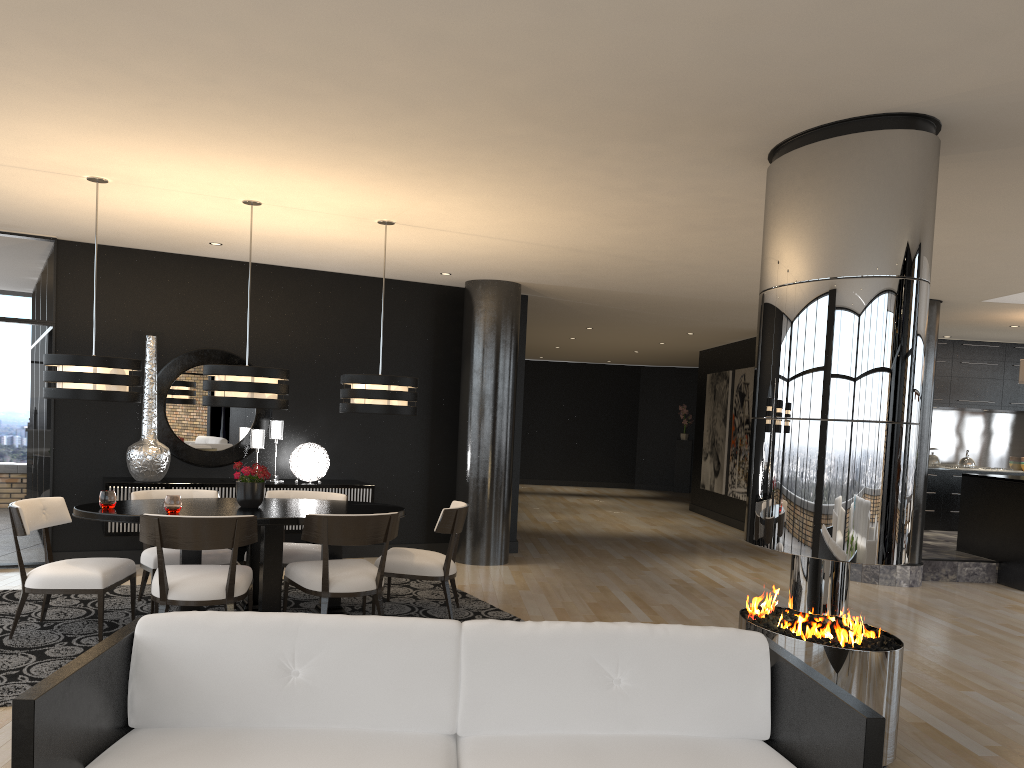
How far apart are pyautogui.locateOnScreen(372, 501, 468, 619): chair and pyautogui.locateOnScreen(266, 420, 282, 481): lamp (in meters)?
2.13

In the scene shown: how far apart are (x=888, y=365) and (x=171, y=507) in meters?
4.0

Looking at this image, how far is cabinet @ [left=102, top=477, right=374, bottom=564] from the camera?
7.1 meters

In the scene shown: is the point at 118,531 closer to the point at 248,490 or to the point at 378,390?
the point at 248,490

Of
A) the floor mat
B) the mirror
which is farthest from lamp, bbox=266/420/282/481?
the floor mat

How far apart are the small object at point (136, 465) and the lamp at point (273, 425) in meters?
0.9

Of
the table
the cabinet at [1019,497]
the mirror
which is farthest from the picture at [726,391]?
the table

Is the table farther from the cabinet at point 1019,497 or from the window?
the cabinet at point 1019,497

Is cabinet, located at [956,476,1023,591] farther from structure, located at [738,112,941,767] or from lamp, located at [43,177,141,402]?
lamp, located at [43,177,141,402]

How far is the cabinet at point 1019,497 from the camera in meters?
8.6 m
